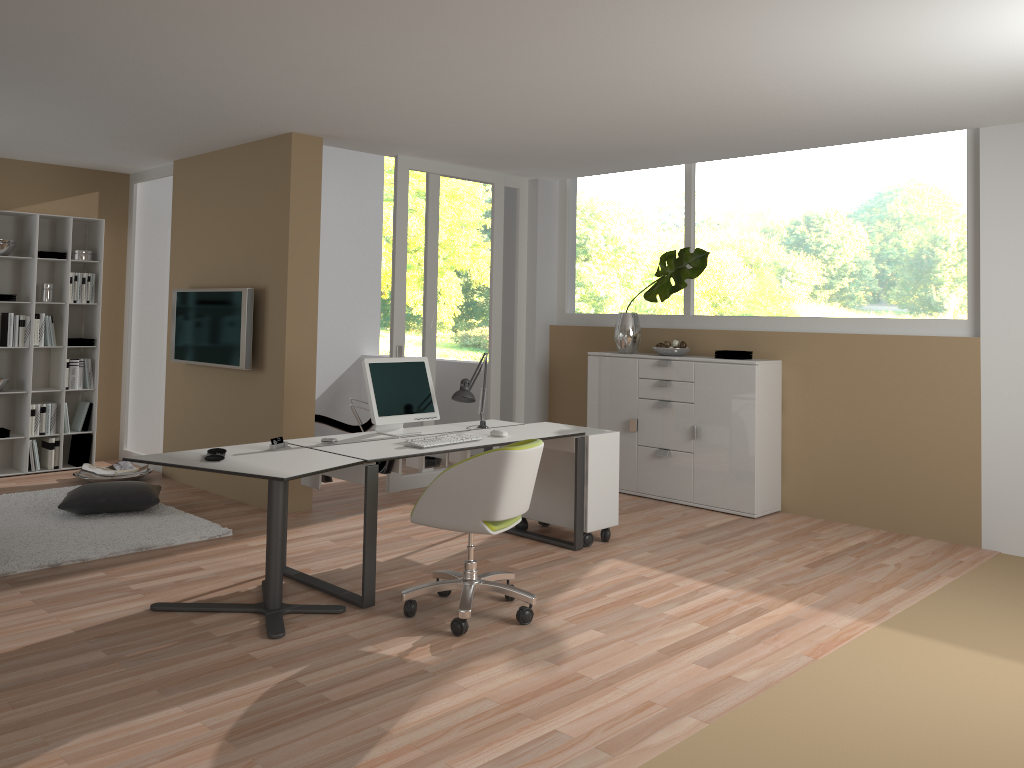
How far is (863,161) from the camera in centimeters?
607cm

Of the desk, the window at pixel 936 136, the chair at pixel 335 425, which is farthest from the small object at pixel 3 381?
the window at pixel 936 136

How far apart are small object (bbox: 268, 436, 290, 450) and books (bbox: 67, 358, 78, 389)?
4.0 meters

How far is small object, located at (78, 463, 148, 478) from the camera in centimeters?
713cm

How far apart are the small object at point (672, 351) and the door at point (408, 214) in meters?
1.5 m

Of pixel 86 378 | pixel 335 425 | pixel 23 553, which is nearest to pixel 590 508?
pixel 23 553

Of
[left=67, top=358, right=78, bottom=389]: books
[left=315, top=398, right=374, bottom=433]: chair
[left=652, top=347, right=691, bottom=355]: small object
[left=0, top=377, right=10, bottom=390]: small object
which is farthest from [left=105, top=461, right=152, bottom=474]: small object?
[left=652, top=347, right=691, bottom=355]: small object

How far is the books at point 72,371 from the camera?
7.51m

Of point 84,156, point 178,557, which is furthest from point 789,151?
point 84,156

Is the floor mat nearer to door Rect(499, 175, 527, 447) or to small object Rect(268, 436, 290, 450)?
small object Rect(268, 436, 290, 450)
